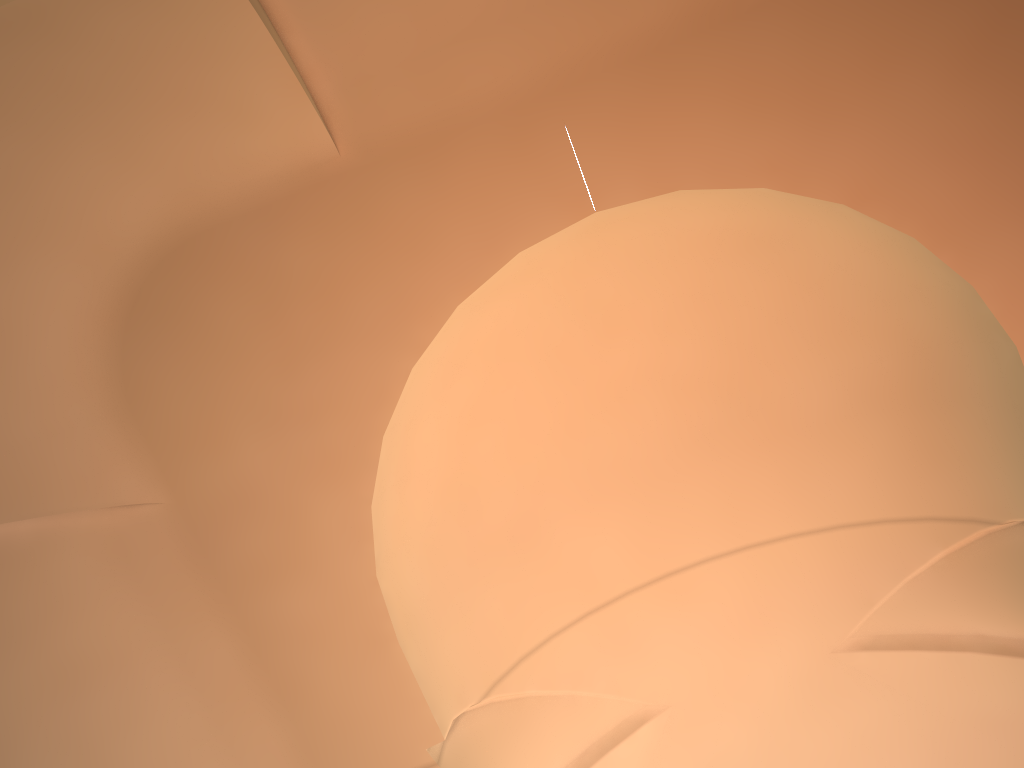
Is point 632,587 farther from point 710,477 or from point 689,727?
point 689,727

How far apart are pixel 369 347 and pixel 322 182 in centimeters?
105cm

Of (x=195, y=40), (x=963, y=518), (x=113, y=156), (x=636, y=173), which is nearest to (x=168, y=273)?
(x=113, y=156)
